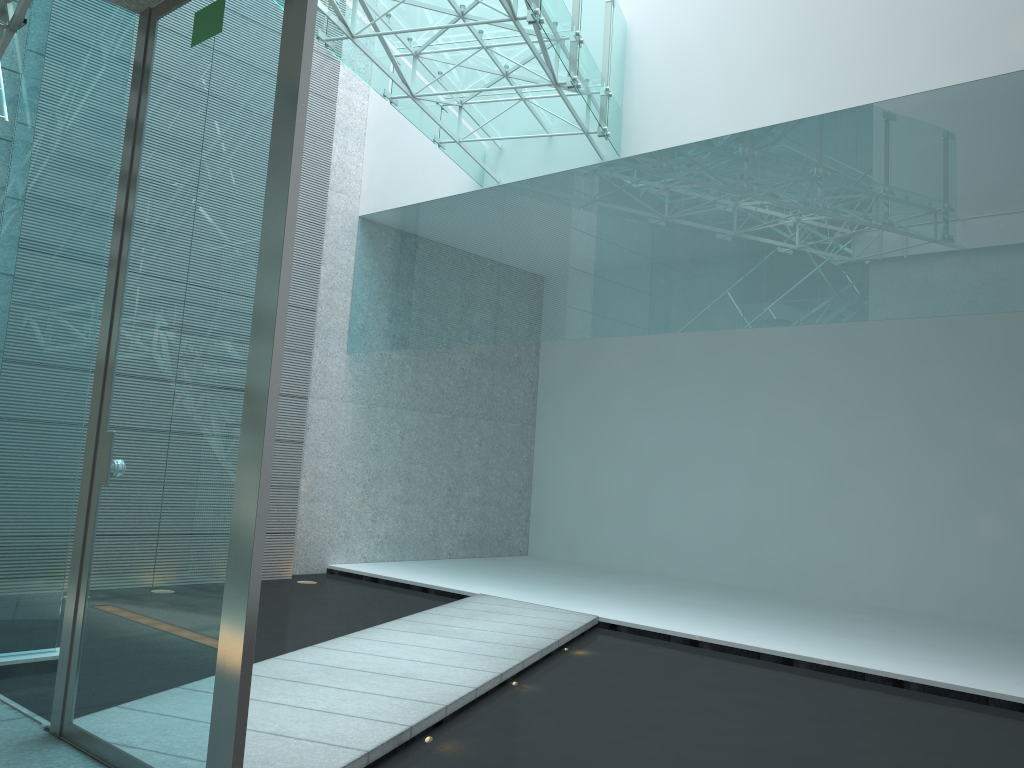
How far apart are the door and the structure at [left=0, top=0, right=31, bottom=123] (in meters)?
0.56

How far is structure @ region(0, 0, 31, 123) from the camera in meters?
2.8

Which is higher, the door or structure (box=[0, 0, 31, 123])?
structure (box=[0, 0, 31, 123])

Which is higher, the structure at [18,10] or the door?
the structure at [18,10]

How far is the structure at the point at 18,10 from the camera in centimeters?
284cm

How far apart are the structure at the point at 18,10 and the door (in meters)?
0.56

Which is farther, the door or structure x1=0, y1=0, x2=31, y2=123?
structure x1=0, y1=0, x2=31, y2=123

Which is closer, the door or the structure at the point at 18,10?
the door

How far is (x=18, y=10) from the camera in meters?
2.8 m
